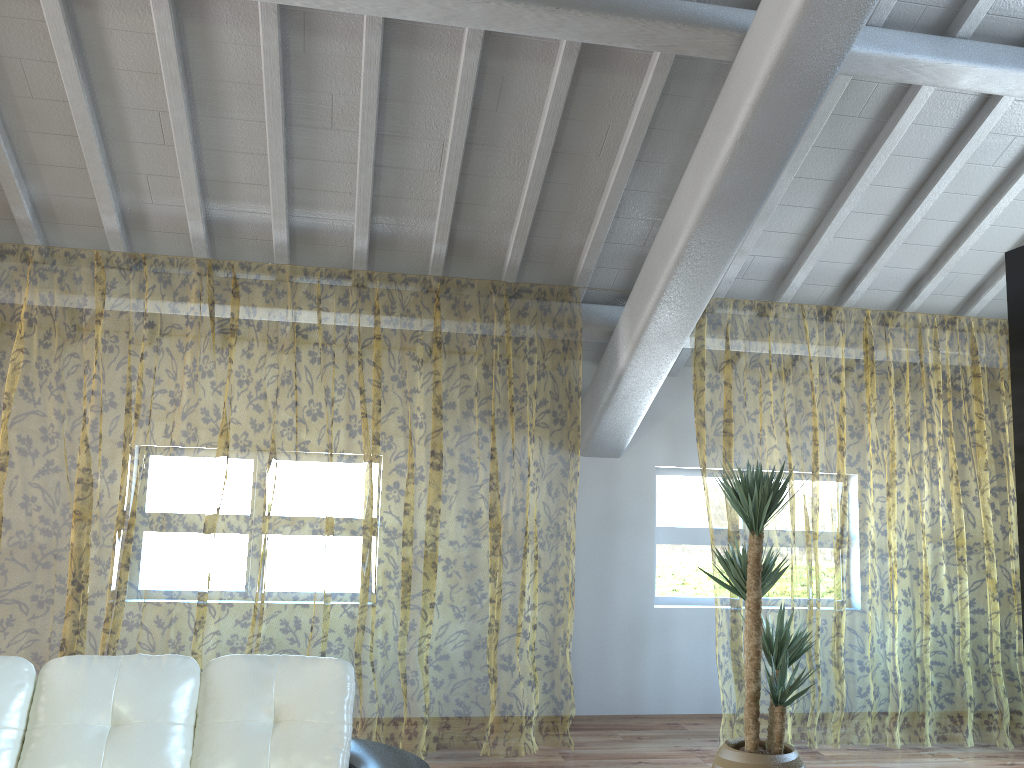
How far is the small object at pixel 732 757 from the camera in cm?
386

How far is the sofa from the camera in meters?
2.6

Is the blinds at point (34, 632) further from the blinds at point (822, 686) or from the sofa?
the sofa

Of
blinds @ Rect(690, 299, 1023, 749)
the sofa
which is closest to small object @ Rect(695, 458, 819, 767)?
blinds @ Rect(690, 299, 1023, 749)

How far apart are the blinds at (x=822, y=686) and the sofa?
3.0 meters

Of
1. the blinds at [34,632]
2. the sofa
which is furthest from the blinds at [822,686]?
the sofa

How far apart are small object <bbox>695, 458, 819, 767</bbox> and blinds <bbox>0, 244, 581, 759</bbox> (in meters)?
1.02

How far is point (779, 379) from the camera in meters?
11.7

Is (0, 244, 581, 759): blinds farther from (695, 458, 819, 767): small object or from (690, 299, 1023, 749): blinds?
(690, 299, 1023, 749): blinds

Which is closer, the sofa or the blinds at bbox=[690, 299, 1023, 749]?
the sofa
